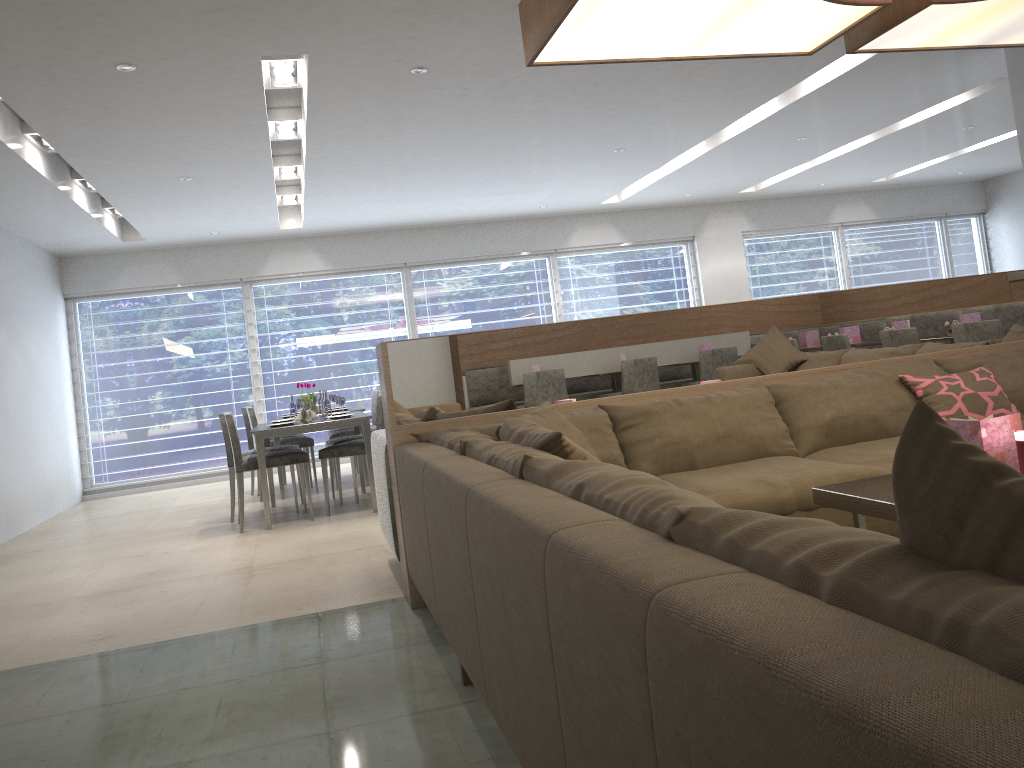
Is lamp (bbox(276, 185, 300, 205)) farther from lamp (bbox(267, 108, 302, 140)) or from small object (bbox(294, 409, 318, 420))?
small object (bbox(294, 409, 318, 420))

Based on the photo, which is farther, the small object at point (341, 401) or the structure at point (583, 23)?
the small object at point (341, 401)

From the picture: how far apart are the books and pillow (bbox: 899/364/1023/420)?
1.0 meters

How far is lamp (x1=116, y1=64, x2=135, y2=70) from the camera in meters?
4.2

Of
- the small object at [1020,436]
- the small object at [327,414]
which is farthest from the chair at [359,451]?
the small object at [1020,436]

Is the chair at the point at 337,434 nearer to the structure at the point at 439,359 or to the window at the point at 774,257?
the structure at the point at 439,359

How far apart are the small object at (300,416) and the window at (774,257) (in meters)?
6.65

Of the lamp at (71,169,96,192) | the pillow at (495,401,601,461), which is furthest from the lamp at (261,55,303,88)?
the pillow at (495,401,601,461)

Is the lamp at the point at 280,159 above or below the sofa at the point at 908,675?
above

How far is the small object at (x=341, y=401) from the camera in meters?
6.2 m
